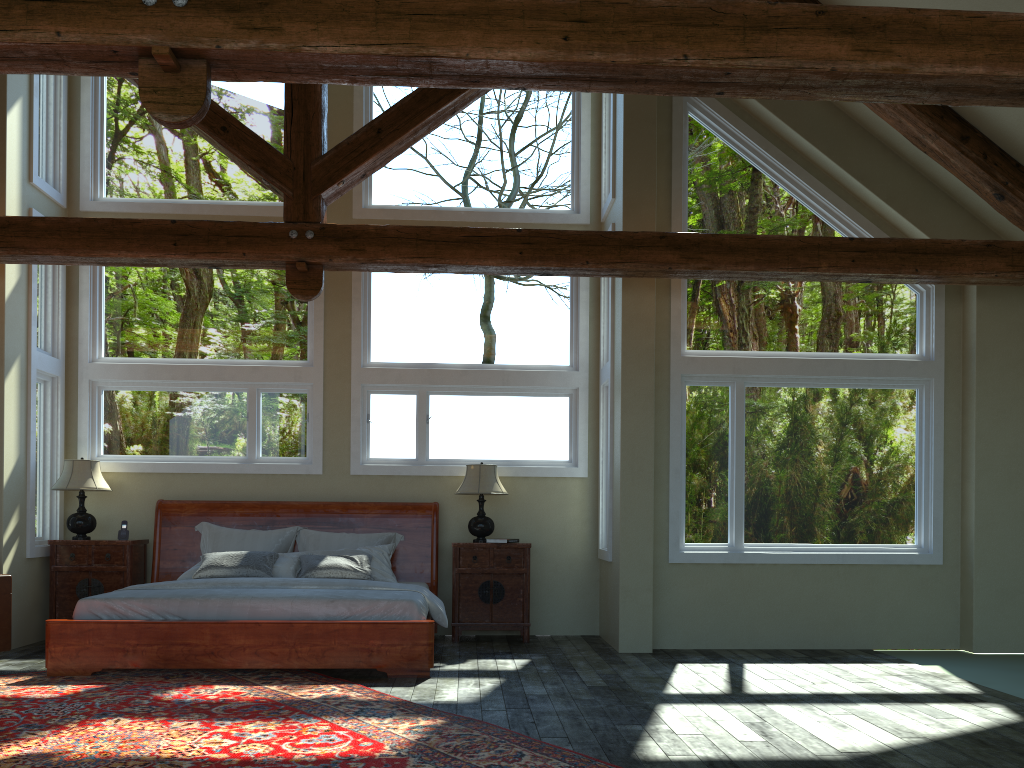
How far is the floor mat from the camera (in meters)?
4.15

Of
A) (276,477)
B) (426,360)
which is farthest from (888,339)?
(276,477)

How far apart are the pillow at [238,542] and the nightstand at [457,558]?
0.6 meters

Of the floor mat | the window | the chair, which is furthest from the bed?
the chair

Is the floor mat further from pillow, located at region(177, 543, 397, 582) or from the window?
the window

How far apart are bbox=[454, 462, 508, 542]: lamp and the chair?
3.71m

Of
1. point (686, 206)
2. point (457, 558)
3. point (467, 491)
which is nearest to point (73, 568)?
point (457, 558)

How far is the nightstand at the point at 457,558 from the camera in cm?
812

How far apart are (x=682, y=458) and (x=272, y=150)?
4.2m

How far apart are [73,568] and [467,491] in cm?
361
